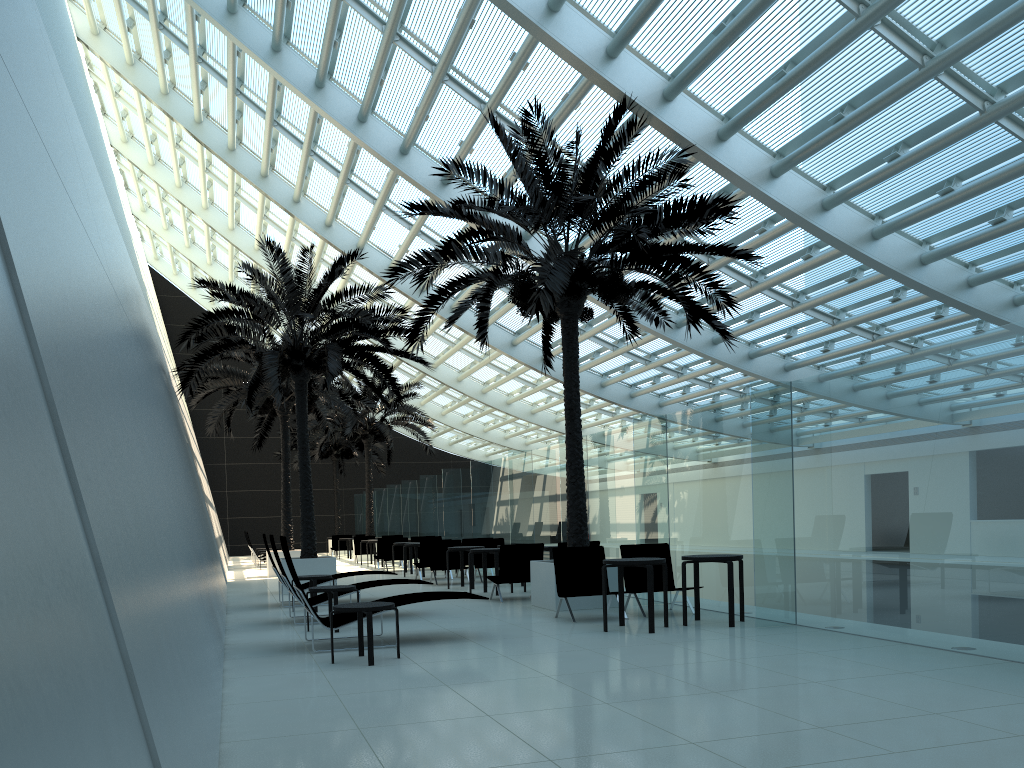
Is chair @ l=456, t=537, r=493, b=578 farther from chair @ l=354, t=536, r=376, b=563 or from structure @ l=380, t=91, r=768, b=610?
chair @ l=354, t=536, r=376, b=563

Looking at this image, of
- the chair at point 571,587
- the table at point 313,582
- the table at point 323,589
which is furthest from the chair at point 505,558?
the table at point 323,589

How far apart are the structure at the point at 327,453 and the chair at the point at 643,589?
26.5m

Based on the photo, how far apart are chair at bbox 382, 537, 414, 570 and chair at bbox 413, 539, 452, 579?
4.6 meters

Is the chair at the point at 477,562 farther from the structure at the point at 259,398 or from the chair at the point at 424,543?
the structure at the point at 259,398

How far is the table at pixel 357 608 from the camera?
7.5 meters

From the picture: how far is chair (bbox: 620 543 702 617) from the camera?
10.95m

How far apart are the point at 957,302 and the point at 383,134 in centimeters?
1124cm

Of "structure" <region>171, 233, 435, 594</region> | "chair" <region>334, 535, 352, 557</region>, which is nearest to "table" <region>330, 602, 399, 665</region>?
"structure" <region>171, 233, 435, 594</region>

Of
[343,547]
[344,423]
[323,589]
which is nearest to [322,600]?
[323,589]
